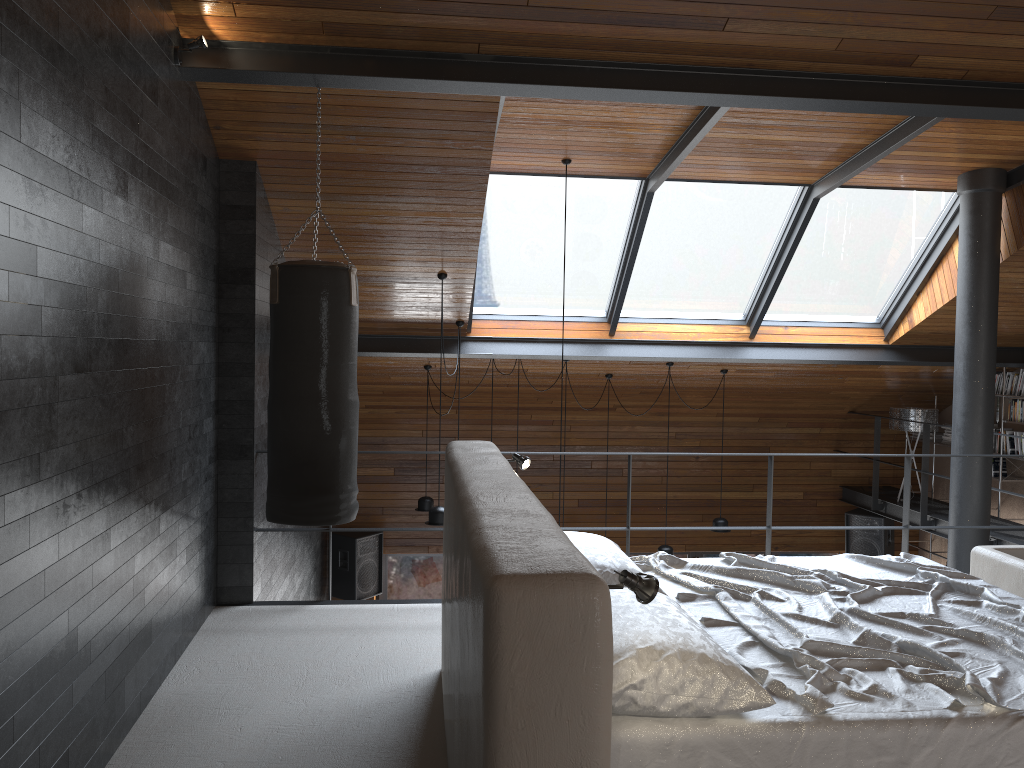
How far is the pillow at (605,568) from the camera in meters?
3.2 m

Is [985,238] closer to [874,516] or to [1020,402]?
[1020,402]

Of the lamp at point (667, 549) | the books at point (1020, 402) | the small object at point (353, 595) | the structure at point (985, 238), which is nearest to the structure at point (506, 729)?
the structure at point (985, 238)

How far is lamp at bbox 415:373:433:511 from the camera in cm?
849

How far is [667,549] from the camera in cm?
858

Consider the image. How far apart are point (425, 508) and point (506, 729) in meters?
6.9 m

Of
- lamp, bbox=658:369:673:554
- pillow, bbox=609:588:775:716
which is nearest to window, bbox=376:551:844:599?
lamp, bbox=658:369:673:554

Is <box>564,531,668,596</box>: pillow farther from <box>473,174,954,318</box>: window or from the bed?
<box>473,174,954,318</box>: window

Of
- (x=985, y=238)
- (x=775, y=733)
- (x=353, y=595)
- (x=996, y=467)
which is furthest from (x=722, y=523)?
(x=775, y=733)

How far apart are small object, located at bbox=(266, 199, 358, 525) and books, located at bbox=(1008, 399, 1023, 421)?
6.92m
